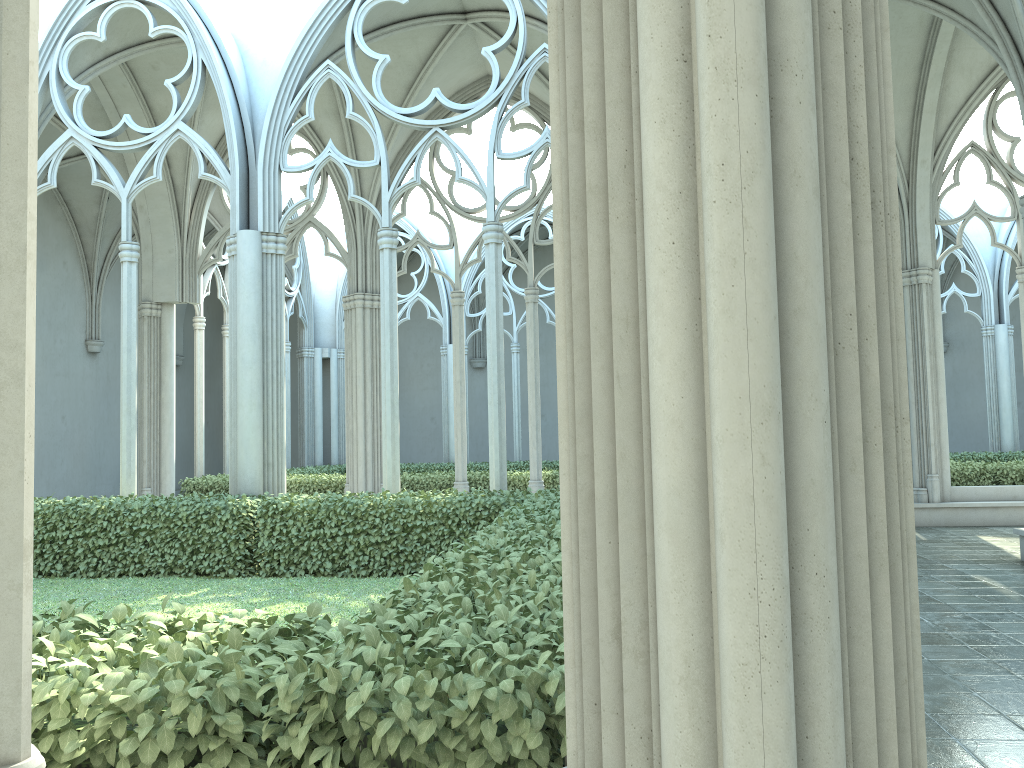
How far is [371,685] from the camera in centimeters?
223cm

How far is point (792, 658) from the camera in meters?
1.5

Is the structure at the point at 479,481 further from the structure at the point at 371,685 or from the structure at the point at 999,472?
the structure at the point at 999,472

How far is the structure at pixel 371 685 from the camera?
2.2m

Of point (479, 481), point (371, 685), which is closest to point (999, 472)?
point (479, 481)

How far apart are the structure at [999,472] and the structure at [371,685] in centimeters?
813cm

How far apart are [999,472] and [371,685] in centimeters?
1467cm

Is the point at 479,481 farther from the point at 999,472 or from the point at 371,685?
the point at 371,685

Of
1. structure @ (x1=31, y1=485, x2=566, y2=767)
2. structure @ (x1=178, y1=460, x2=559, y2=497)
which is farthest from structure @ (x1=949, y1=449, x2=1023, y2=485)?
structure @ (x1=31, y1=485, x2=566, y2=767)

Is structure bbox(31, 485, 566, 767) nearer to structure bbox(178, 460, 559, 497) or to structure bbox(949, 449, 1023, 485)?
structure bbox(178, 460, 559, 497)
